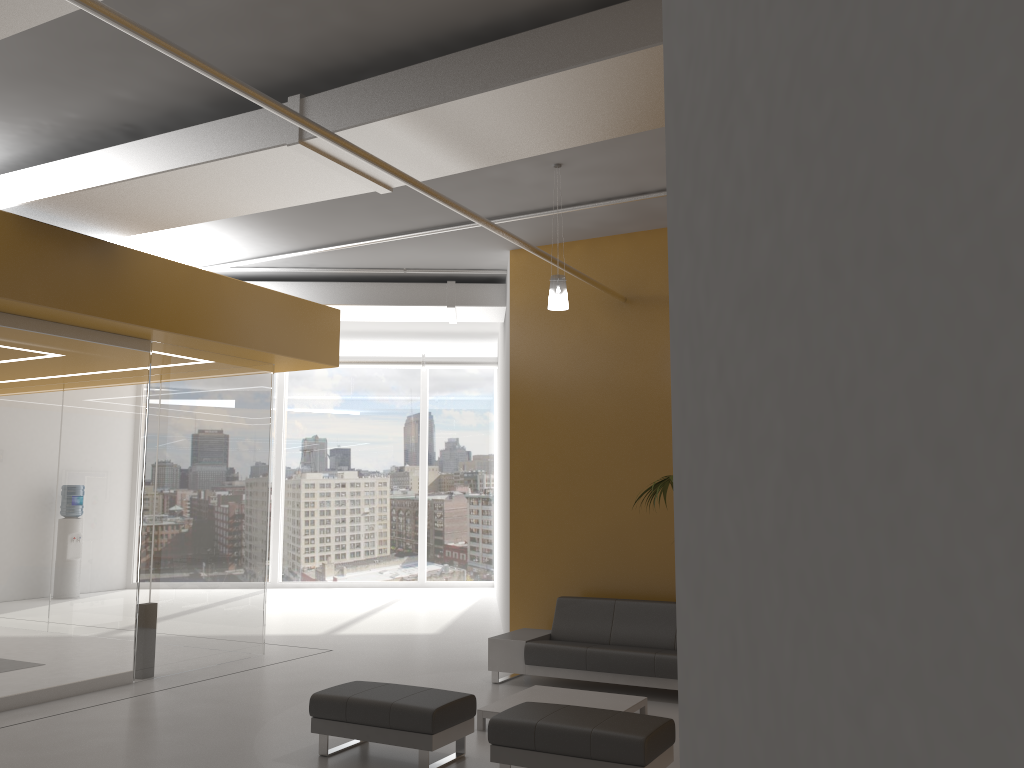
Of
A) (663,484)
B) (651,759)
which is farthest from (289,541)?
(651,759)

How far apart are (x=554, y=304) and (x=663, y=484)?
1.8 meters

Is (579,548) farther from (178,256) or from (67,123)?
(67,123)

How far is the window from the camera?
17.37m

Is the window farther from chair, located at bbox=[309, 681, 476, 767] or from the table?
chair, located at bbox=[309, 681, 476, 767]

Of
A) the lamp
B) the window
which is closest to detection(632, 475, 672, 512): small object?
the lamp

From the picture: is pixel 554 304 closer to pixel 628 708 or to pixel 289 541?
pixel 628 708

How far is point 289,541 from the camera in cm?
1737

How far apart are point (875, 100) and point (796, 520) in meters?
0.5

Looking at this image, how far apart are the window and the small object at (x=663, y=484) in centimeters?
1133cm
